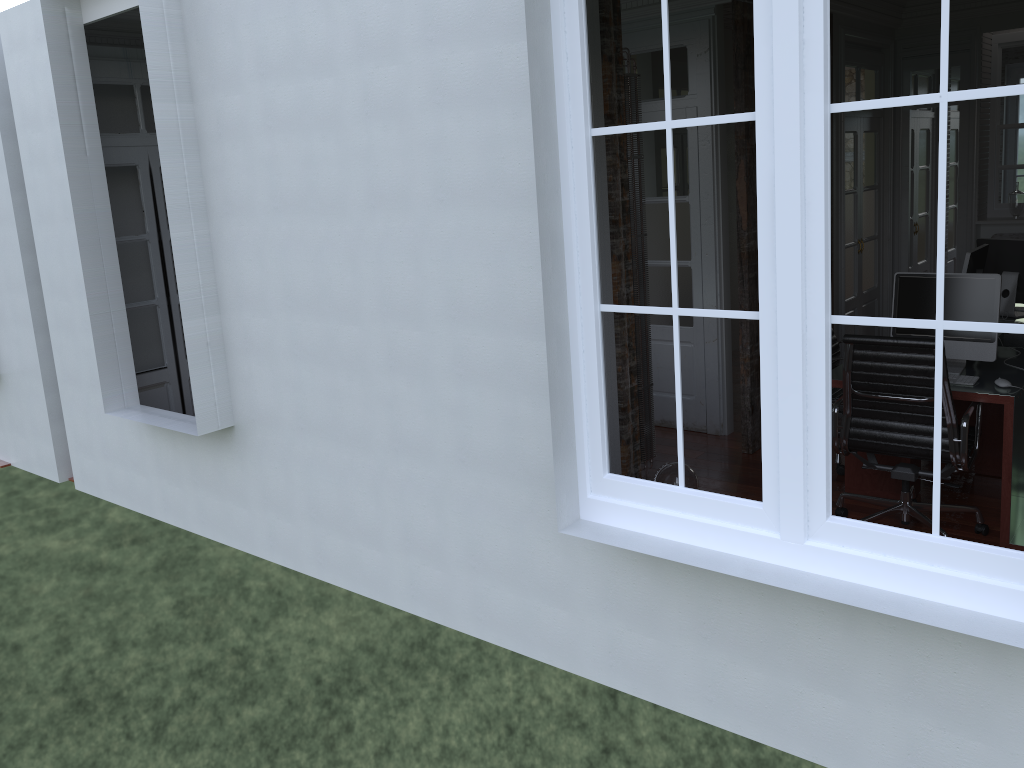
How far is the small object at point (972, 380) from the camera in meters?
4.1

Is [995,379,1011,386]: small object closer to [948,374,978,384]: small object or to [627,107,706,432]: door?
[948,374,978,384]: small object

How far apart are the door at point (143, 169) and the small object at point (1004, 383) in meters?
4.9

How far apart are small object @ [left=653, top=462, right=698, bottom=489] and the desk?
0.8 meters

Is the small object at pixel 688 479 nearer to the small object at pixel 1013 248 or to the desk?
the desk

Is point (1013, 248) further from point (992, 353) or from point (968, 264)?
point (992, 353)

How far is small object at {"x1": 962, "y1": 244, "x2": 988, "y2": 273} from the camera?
5.1m

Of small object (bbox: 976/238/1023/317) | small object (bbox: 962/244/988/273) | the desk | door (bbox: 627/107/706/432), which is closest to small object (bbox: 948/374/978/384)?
the desk

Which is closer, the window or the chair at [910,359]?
the window

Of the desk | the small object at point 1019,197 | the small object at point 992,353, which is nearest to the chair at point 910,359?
the desk
